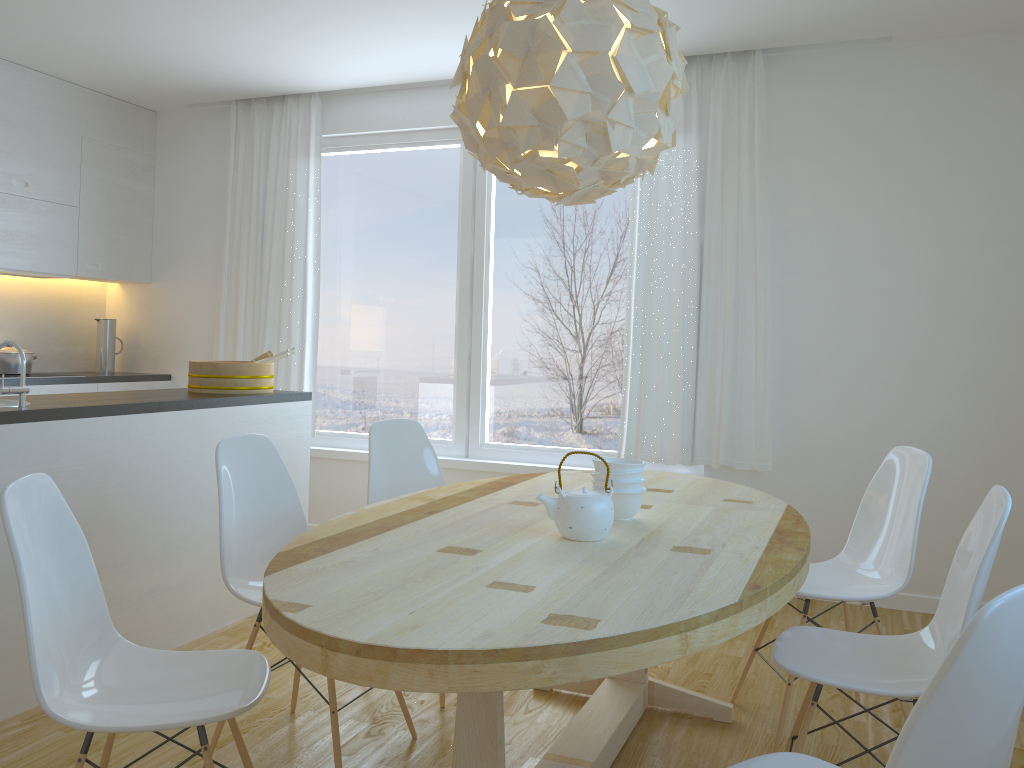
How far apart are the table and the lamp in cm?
86

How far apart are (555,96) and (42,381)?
4.0 meters

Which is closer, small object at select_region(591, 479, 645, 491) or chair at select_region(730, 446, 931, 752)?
small object at select_region(591, 479, 645, 491)

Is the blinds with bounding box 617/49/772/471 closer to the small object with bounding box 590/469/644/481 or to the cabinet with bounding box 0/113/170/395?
the small object with bounding box 590/469/644/481

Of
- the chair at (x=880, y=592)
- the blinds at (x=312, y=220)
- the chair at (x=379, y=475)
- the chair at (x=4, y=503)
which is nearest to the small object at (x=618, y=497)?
the chair at (x=880, y=592)

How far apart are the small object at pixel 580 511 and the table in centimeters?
2cm

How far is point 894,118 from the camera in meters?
4.2 m

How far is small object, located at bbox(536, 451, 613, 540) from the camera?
2.1m

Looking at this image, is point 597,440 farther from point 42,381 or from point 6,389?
point 42,381

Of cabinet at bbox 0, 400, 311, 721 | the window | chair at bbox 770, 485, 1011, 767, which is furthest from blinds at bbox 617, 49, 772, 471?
chair at bbox 770, 485, 1011, 767
